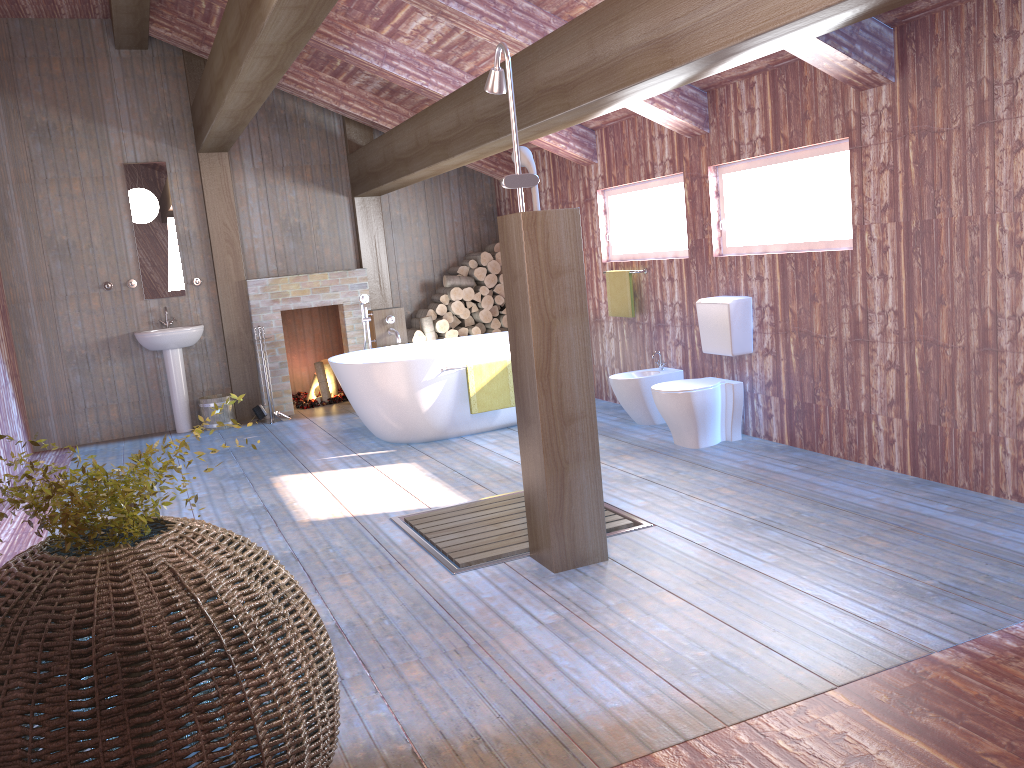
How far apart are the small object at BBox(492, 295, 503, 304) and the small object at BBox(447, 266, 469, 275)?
0.41m

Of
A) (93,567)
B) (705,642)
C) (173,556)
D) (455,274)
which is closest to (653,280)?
(455,274)

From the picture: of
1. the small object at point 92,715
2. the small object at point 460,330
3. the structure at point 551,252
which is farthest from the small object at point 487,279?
the small object at point 92,715

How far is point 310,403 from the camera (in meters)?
8.71

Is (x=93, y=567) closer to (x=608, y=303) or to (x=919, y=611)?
(x=919, y=611)

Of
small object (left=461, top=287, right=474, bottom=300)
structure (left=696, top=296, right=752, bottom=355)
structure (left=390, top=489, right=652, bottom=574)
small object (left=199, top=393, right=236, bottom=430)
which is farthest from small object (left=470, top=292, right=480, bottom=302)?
structure (left=390, top=489, right=652, bottom=574)

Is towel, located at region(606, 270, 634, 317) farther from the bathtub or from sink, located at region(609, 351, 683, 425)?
the bathtub

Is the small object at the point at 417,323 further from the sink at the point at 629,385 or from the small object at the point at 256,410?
the sink at the point at 629,385

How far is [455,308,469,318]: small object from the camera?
8.8 meters

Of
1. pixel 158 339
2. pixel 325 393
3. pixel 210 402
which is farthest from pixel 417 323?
pixel 158 339
